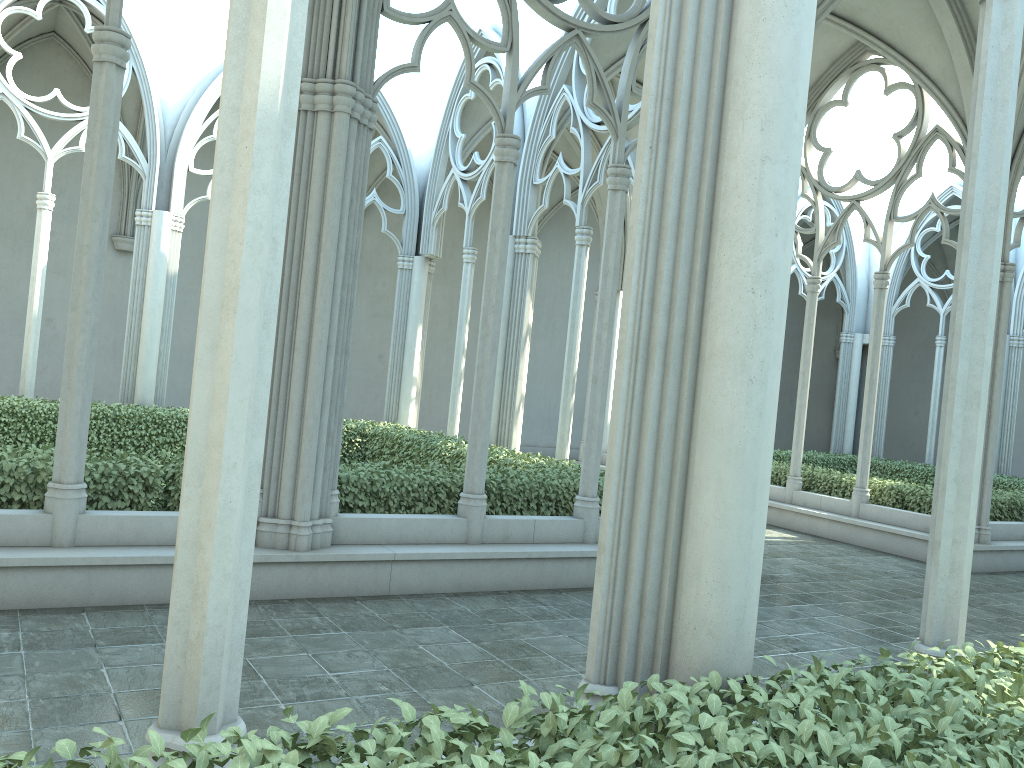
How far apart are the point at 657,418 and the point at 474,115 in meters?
14.1 m

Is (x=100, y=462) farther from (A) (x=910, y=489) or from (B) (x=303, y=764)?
(A) (x=910, y=489)

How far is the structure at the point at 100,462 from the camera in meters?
6.9

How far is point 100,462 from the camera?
6.90m

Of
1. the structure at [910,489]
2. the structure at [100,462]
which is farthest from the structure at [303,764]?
the structure at [910,489]

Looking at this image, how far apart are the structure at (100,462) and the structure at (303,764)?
5.1 meters

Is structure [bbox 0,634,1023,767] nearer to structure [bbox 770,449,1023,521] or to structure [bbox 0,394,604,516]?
structure [bbox 0,394,604,516]

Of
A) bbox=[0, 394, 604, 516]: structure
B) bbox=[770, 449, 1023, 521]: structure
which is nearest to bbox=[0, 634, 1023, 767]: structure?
bbox=[0, 394, 604, 516]: structure

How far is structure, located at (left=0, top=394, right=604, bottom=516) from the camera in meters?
6.9 m

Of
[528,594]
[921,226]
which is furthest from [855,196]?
[921,226]
